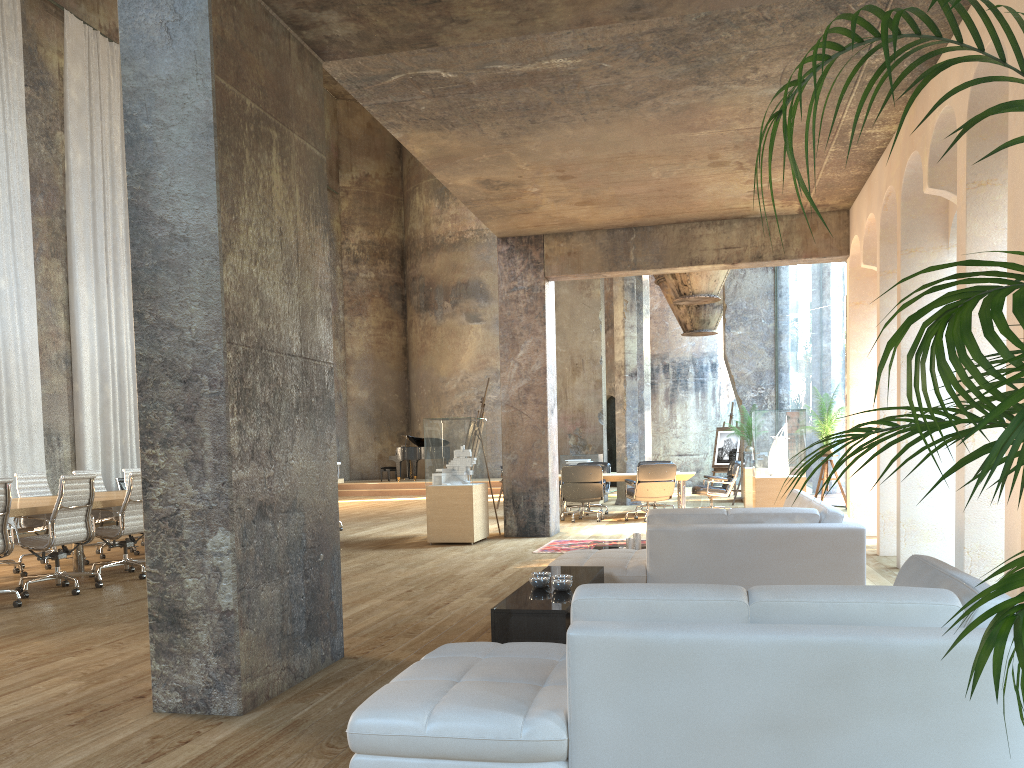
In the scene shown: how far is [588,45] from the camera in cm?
624

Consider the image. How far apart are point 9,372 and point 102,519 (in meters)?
4.94

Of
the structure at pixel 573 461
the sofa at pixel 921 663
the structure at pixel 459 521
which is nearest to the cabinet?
the sofa at pixel 921 663

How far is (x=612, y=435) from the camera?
25.4m

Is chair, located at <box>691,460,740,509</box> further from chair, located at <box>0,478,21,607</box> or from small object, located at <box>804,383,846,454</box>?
chair, located at <box>0,478,21,607</box>

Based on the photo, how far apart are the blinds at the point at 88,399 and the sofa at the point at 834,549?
11.6 meters

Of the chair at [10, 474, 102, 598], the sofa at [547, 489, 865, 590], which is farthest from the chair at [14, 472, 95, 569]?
the sofa at [547, 489, 865, 590]

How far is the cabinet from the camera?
4.1 meters

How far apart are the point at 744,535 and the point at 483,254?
20.8 meters

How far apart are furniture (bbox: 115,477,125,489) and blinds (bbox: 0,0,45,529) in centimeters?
118cm
